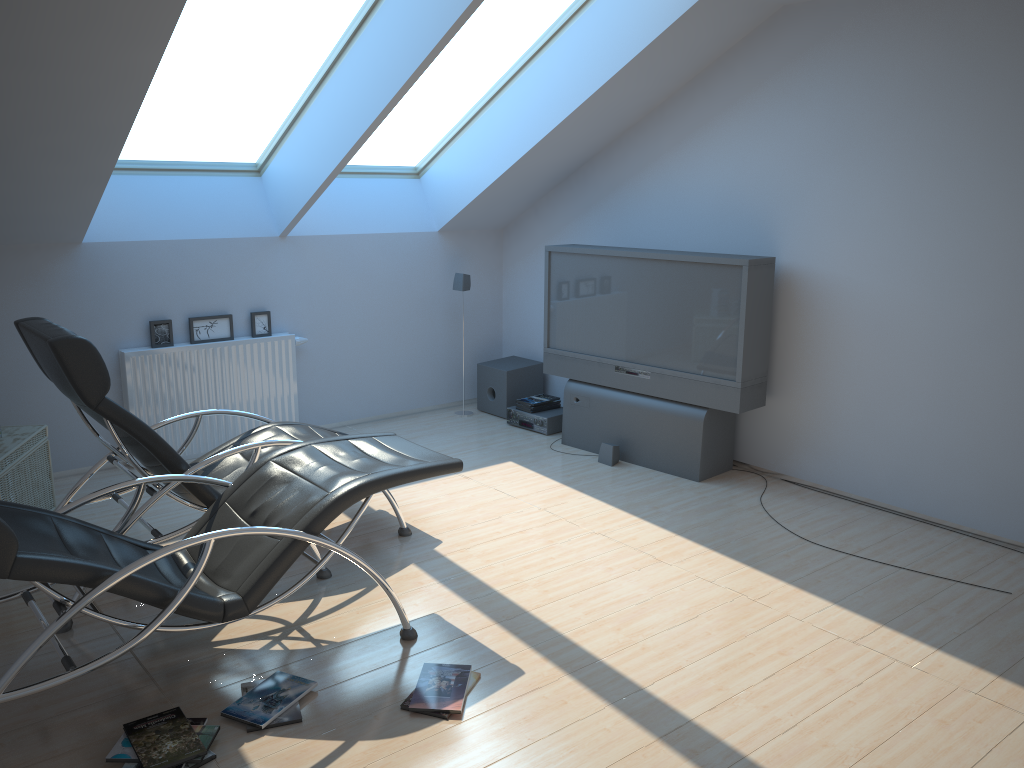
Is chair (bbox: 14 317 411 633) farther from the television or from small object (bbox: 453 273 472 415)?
small object (bbox: 453 273 472 415)

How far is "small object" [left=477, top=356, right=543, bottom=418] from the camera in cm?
723

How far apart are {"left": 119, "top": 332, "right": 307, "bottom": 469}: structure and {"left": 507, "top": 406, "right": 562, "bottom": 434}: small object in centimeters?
166cm

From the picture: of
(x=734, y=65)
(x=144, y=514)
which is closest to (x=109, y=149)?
(x=144, y=514)

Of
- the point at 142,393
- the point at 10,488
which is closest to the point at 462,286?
the point at 142,393

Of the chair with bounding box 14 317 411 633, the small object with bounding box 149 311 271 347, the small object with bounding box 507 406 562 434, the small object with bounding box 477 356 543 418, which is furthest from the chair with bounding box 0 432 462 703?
the small object with bounding box 477 356 543 418

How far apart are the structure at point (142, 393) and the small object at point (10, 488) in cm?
77

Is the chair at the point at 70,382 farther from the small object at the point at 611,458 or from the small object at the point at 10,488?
the small object at the point at 611,458

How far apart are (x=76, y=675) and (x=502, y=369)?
4.7m

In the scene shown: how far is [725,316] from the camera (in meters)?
5.48
